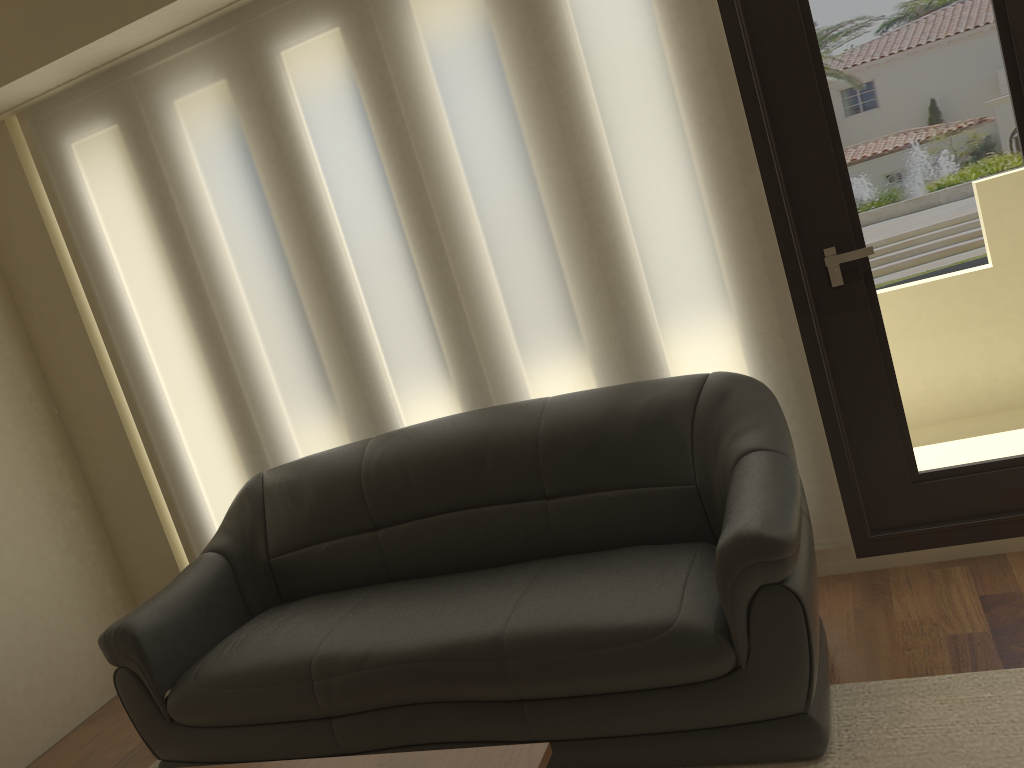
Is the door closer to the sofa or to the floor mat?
the sofa

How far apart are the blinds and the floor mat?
0.7 meters

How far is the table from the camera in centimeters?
181cm

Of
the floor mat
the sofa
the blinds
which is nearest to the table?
the sofa

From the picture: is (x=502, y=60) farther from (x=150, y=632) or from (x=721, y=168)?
(x=150, y=632)

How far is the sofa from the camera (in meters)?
2.27

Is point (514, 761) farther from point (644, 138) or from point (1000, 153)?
point (1000, 153)

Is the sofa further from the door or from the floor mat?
the door

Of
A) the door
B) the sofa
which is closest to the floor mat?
the sofa

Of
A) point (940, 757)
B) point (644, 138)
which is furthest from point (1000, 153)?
point (940, 757)
